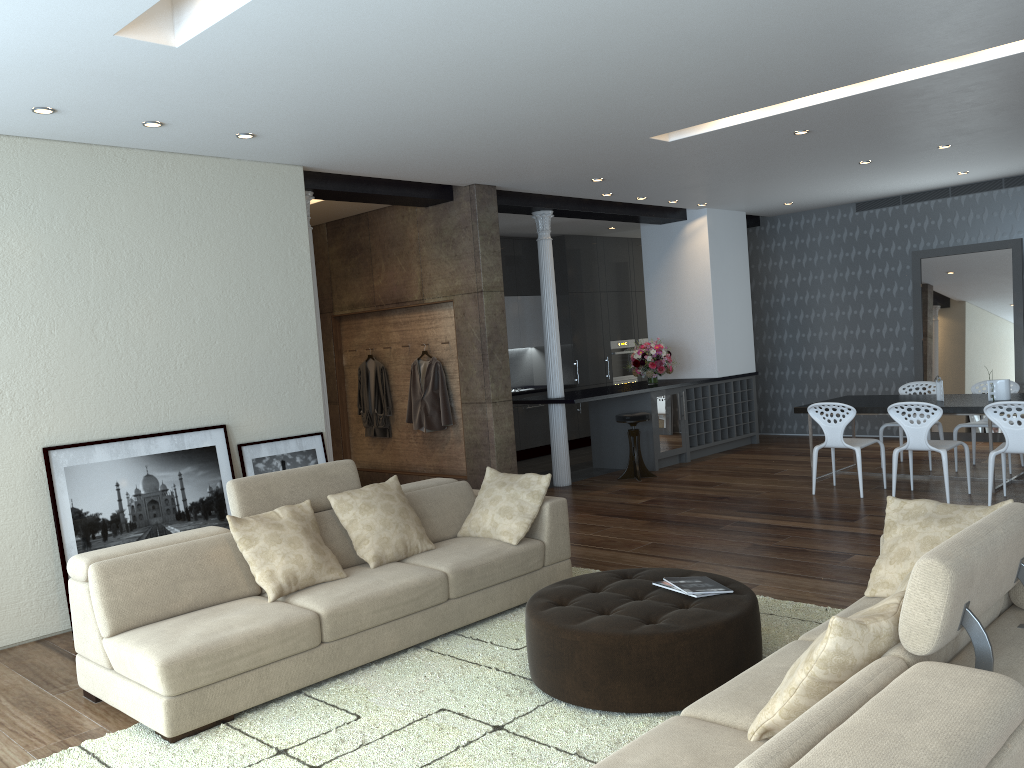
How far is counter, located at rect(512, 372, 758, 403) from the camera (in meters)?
9.12

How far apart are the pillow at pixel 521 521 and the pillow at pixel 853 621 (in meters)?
2.72

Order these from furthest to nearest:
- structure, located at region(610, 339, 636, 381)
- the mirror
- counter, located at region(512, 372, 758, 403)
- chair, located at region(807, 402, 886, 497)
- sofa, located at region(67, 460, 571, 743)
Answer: structure, located at region(610, 339, 636, 381) < the mirror < counter, located at region(512, 372, 758, 403) < chair, located at region(807, 402, 886, 497) < sofa, located at region(67, 460, 571, 743)

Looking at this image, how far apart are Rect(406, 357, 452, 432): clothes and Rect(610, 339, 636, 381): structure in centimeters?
486cm

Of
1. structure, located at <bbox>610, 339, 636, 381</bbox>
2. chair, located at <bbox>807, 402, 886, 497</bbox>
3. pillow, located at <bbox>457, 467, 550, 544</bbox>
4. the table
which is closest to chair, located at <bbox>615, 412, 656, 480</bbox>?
the table

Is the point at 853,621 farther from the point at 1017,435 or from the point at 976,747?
the point at 1017,435

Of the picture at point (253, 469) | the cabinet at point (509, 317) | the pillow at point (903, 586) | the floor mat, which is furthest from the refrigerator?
the pillow at point (903, 586)

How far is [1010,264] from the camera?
10.1m

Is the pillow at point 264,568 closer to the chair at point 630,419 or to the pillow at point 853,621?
the pillow at point 853,621

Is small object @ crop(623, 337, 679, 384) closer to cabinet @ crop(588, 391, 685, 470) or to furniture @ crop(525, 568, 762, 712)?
cabinet @ crop(588, 391, 685, 470)
